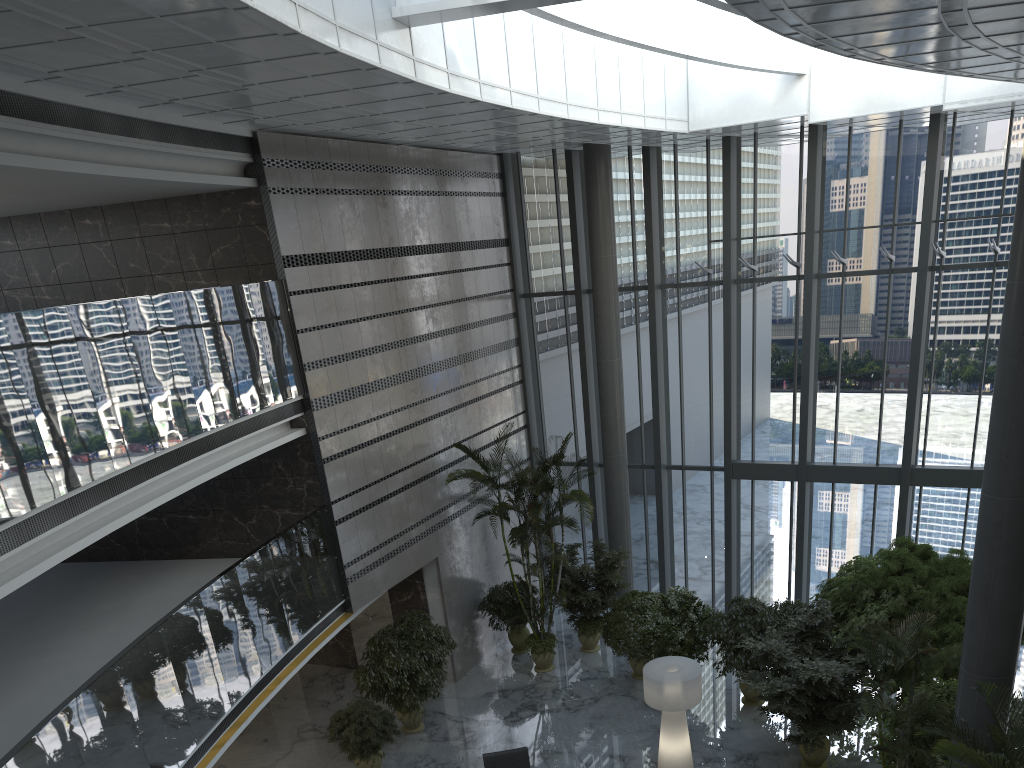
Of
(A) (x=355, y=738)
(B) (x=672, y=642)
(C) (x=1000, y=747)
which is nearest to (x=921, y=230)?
(B) (x=672, y=642)

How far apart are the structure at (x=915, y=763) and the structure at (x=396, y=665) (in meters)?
Answer: 6.29

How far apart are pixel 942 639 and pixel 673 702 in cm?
365

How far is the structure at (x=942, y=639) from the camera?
11.08m

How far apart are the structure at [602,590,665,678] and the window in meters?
2.1 m

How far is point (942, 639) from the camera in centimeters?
1108cm

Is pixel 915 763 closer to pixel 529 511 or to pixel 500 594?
pixel 529 511

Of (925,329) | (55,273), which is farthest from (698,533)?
(55,273)

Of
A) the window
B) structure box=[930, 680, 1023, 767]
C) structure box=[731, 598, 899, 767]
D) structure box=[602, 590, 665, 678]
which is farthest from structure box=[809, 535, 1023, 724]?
structure box=[930, 680, 1023, 767]

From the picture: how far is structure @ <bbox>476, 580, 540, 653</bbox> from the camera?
15.16m
